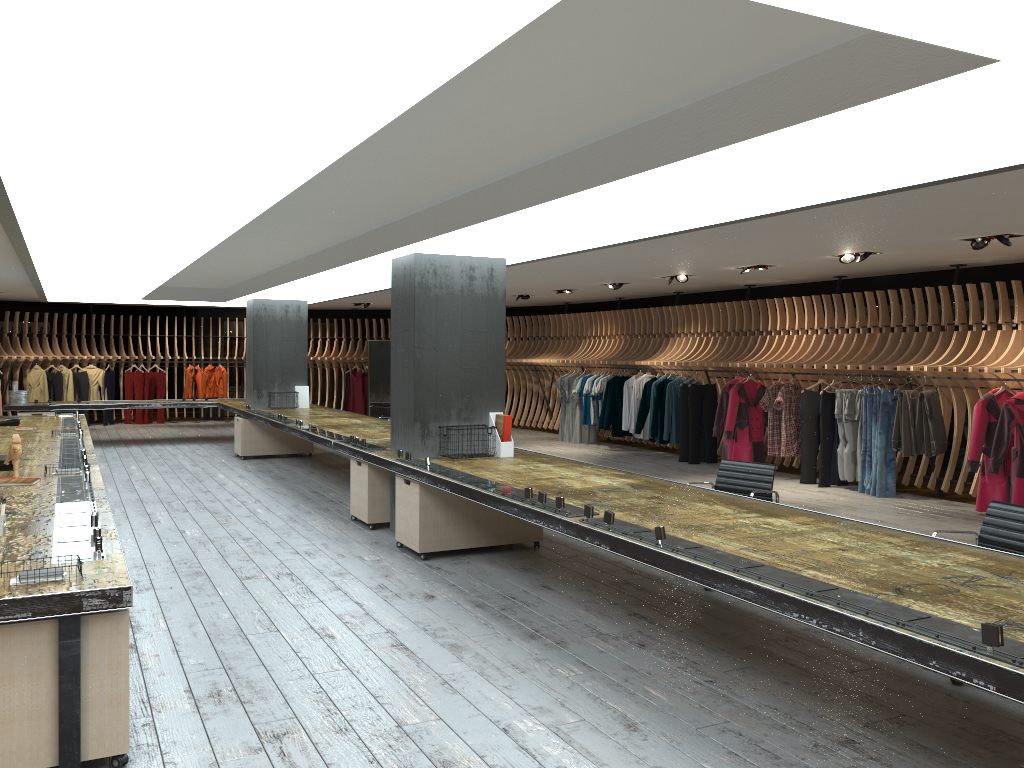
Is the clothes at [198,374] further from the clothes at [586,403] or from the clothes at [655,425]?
the clothes at [655,425]

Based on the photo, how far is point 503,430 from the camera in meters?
7.9

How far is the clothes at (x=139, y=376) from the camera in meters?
20.2

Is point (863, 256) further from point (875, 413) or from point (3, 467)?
point (3, 467)

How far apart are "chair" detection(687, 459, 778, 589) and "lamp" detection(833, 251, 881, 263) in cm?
399

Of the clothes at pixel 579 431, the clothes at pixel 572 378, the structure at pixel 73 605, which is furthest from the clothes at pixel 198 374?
the clothes at pixel 579 431

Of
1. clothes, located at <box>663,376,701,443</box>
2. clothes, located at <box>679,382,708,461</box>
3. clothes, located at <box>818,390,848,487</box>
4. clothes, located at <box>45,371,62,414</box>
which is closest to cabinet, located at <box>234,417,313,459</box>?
clothes, located at <box>663,376,701,443</box>

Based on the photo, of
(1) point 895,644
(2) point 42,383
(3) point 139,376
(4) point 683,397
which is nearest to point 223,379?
(3) point 139,376

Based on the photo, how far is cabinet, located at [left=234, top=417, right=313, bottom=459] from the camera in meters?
13.7 m

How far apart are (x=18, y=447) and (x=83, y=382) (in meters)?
14.51
